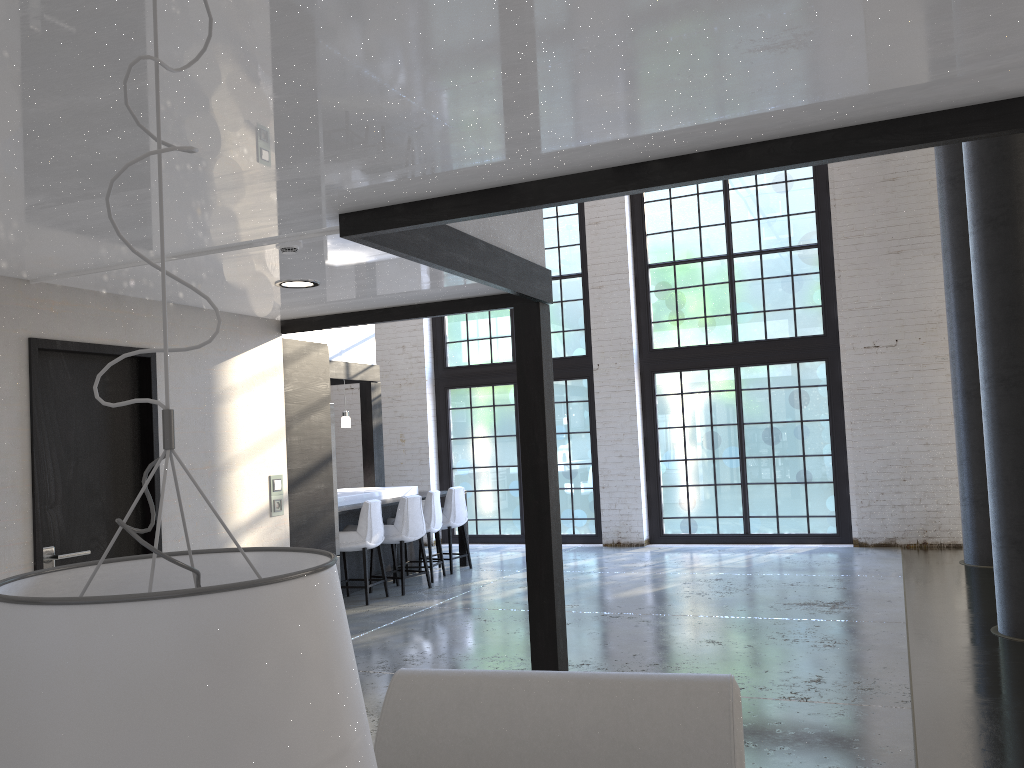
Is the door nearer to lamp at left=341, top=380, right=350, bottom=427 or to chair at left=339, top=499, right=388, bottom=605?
chair at left=339, top=499, right=388, bottom=605

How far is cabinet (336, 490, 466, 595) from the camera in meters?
8.3 m

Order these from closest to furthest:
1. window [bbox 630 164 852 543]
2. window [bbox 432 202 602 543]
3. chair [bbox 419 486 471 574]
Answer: chair [bbox 419 486 471 574] < window [bbox 630 164 852 543] < window [bbox 432 202 602 543]

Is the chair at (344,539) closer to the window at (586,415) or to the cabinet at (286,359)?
the cabinet at (286,359)

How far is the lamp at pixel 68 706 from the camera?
0.7 meters

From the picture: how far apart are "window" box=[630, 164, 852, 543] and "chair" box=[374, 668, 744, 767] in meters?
8.8

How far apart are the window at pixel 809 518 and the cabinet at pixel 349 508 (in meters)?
3.17

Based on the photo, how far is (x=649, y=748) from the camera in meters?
2.3 m

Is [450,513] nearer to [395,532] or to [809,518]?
[395,532]

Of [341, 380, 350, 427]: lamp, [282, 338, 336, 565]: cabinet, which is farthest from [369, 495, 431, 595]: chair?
[282, 338, 336, 565]: cabinet
